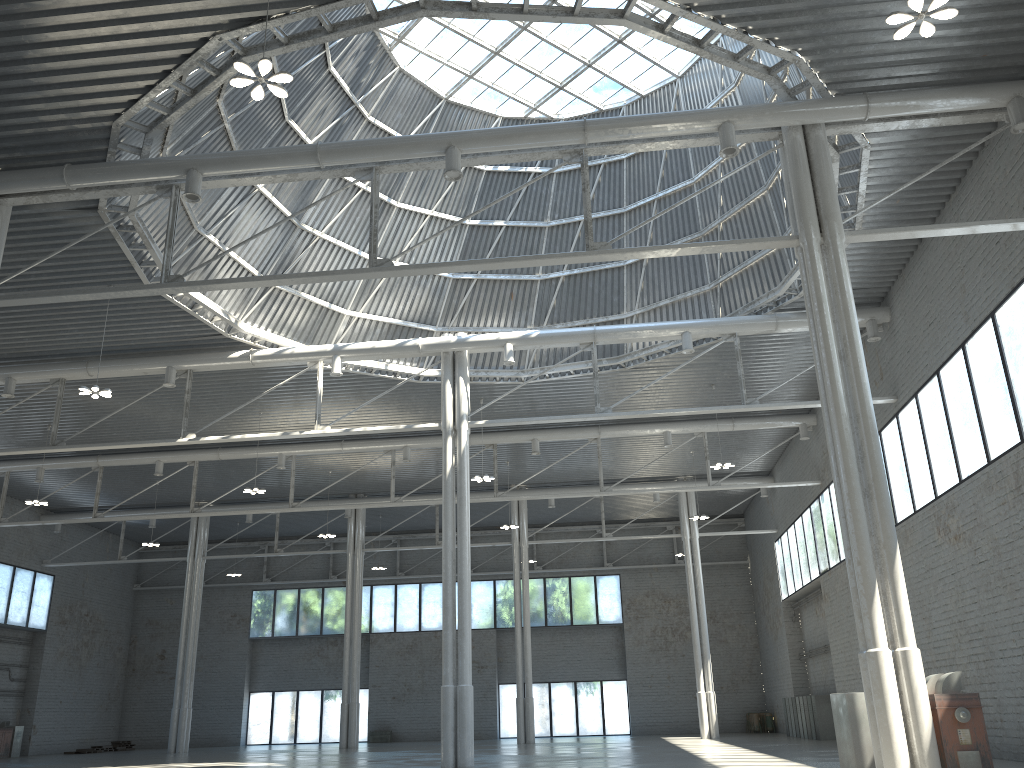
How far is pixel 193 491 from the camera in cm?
4850
